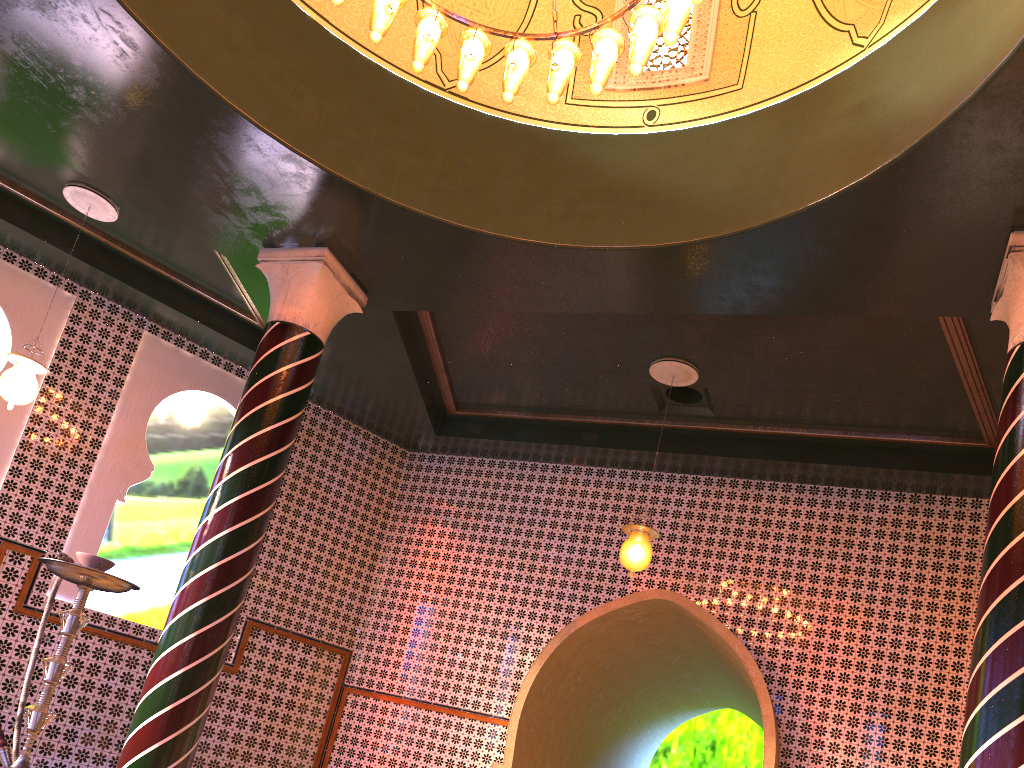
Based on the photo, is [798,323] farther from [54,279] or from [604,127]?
[54,279]

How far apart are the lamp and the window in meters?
2.2 m

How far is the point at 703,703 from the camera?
15.1m

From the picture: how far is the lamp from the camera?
5.49m

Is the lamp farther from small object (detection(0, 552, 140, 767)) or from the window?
small object (detection(0, 552, 140, 767))

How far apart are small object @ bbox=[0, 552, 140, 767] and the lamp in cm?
406

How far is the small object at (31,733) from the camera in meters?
2.5

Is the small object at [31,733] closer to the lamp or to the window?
the lamp

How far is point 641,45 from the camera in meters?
5.5

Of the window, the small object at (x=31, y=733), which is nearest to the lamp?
the window
